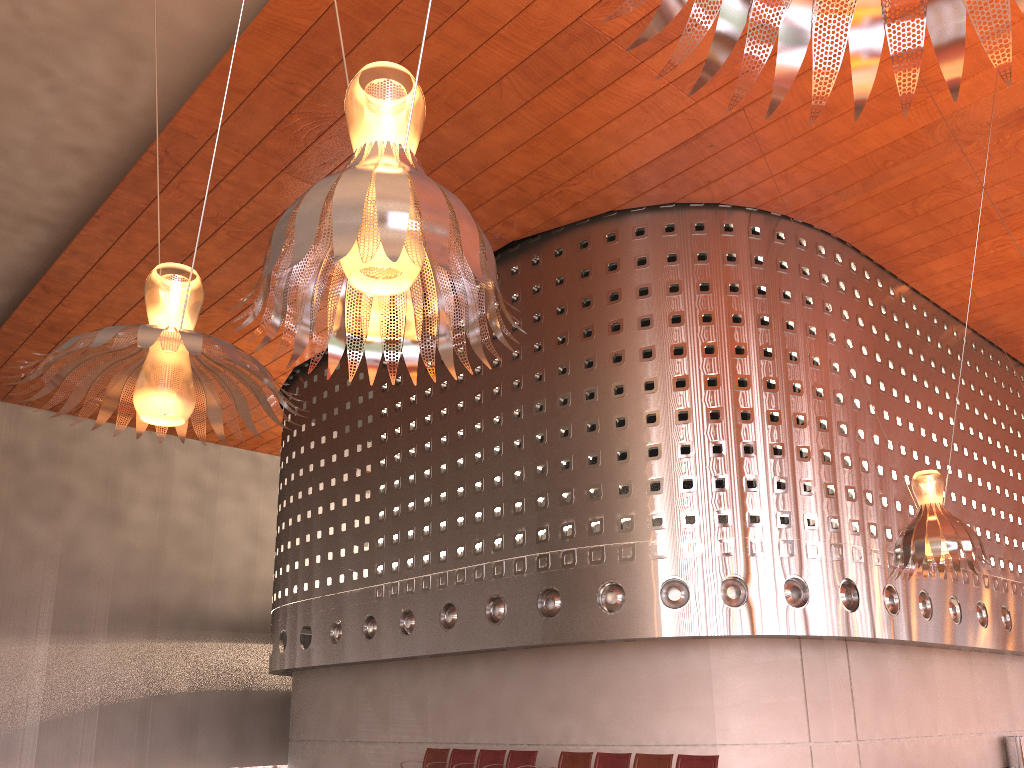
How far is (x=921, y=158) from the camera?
13.10m

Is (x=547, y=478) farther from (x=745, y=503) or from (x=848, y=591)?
(x=848, y=591)
